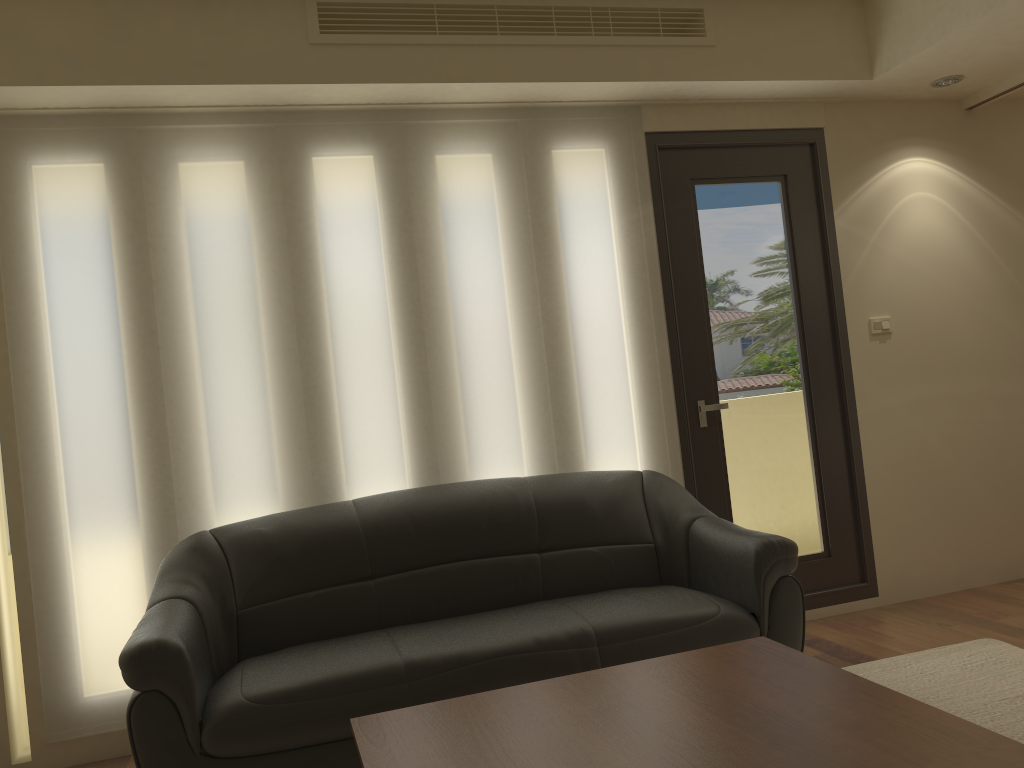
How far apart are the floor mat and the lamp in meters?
2.7

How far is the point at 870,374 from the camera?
4.6 meters

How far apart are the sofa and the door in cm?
36

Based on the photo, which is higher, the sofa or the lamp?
the lamp

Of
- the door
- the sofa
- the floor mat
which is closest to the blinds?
the door

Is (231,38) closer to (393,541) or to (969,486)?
(393,541)

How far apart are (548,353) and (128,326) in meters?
1.8 m

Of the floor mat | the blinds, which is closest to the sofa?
the blinds

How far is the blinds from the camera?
3.5 meters

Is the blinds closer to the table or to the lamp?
the lamp
